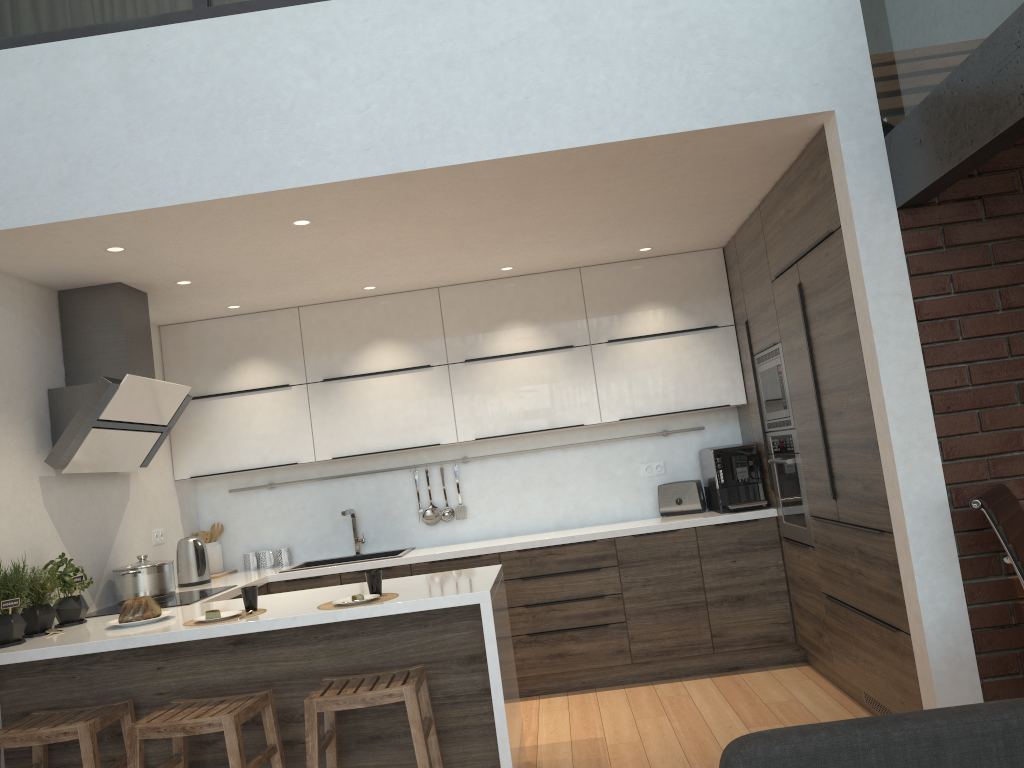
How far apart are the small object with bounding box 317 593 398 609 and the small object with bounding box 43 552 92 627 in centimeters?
125cm

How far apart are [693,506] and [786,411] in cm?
108

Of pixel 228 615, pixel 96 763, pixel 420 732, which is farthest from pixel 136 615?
pixel 420 732

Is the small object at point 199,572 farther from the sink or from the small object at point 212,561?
the sink

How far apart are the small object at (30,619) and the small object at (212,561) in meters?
1.6

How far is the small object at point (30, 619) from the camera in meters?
3.5 m

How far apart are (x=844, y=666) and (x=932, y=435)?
1.4 meters

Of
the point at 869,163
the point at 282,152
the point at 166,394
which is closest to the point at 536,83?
the point at 282,152

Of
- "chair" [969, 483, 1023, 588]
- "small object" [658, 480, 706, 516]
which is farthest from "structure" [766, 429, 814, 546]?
"chair" [969, 483, 1023, 588]

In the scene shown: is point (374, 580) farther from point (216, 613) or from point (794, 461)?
point (794, 461)
